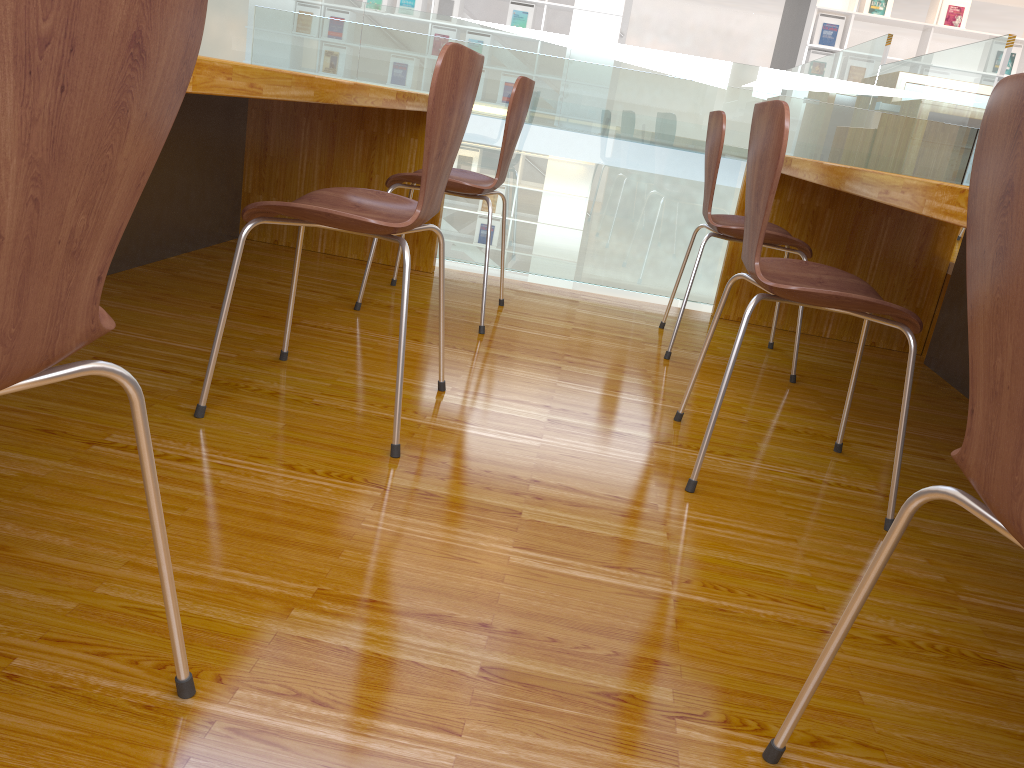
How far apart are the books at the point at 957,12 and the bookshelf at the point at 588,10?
3.0 meters

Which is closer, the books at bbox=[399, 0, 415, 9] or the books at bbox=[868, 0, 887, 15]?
the books at bbox=[868, 0, 887, 15]

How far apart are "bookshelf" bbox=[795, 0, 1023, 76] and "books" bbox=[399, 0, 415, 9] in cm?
377

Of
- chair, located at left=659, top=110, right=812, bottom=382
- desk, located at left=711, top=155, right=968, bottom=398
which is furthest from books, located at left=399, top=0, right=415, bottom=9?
chair, located at left=659, top=110, right=812, bottom=382

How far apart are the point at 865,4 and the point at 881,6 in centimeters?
14cm

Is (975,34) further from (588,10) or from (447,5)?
(447,5)

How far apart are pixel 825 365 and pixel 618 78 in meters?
1.2 m

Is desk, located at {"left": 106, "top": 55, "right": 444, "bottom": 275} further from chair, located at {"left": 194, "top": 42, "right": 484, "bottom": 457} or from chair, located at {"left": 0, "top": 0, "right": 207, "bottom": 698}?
chair, located at {"left": 0, "top": 0, "right": 207, "bottom": 698}

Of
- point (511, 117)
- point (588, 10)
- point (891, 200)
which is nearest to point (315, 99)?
point (511, 117)

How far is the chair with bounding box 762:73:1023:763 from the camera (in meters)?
0.62
